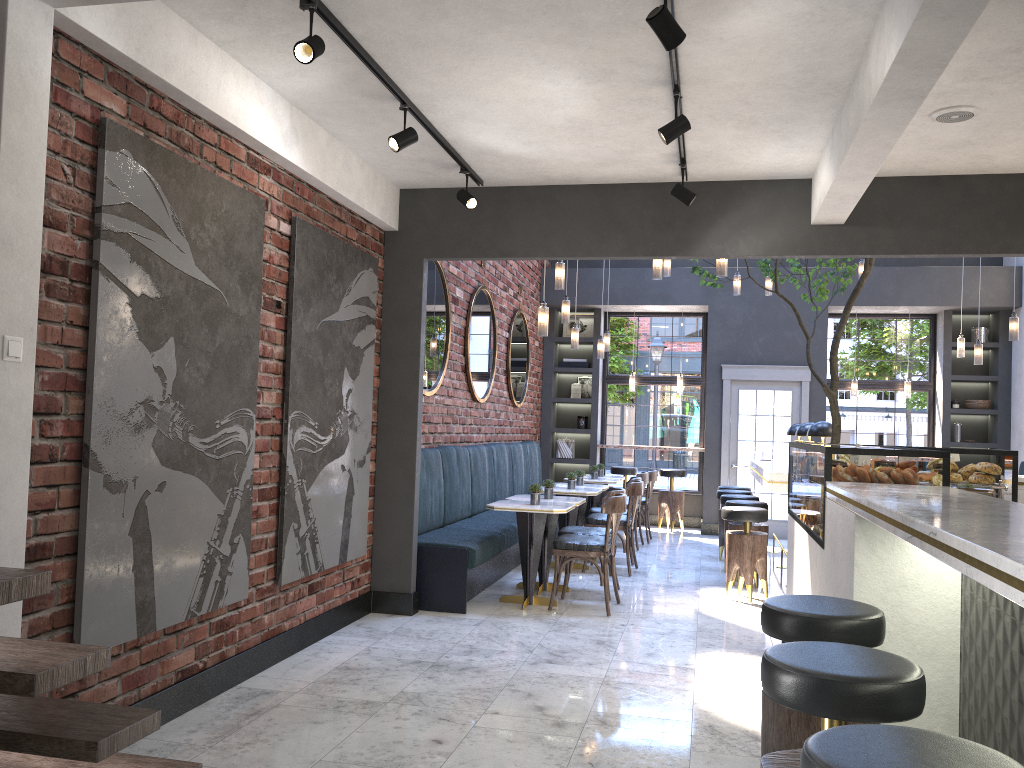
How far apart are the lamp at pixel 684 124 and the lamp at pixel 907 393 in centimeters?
859cm

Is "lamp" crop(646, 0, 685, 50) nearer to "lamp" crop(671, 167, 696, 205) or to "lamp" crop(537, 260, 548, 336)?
"lamp" crop(671, 167, 696, 205)

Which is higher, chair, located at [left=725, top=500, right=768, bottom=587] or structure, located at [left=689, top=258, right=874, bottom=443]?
structure, located at [left=689, top=258, right=874, bottom=443]

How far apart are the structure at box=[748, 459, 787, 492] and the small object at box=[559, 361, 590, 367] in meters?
3.6 m

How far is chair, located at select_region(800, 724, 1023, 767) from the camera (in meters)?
1.46

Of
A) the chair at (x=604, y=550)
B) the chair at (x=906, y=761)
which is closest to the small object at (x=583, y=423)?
the chair at (x=604, y=550)

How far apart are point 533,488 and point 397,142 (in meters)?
3.06

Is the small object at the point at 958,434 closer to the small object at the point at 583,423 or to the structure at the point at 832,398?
the small object at the point at 583,423

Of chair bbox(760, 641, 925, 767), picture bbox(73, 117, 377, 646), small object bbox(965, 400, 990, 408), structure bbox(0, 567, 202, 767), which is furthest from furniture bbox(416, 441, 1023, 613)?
small object bbox(965, 400, 990, 408)

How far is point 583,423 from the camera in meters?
12.4
